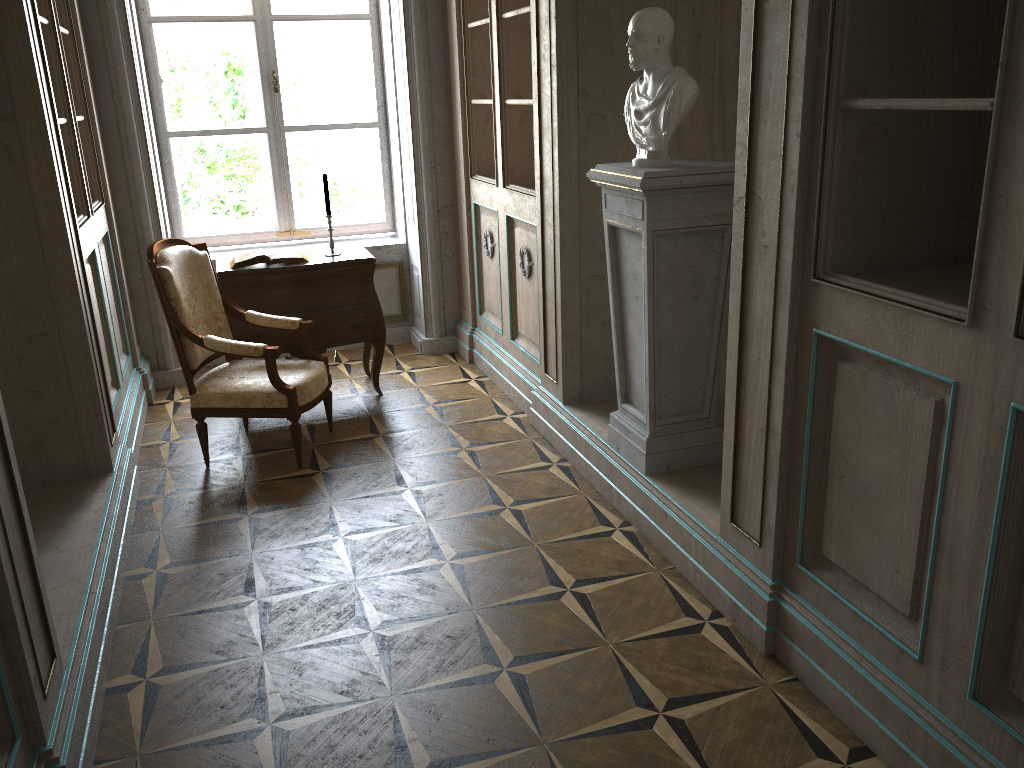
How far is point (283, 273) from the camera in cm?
455

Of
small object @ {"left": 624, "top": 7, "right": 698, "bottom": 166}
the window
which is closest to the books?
the window

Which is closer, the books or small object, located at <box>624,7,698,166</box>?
small object, located at <box>624,7,698,166</box>

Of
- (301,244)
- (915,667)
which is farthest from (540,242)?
(915,667)

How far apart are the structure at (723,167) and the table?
1.73m

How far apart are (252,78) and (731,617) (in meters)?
4.50

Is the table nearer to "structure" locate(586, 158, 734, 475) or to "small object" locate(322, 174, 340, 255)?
"small object" locate(322, 174, 340, 255)

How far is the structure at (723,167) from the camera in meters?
3.0 m

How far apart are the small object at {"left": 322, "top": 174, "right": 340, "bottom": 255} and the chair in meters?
0.7

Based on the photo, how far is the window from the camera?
5.4m
